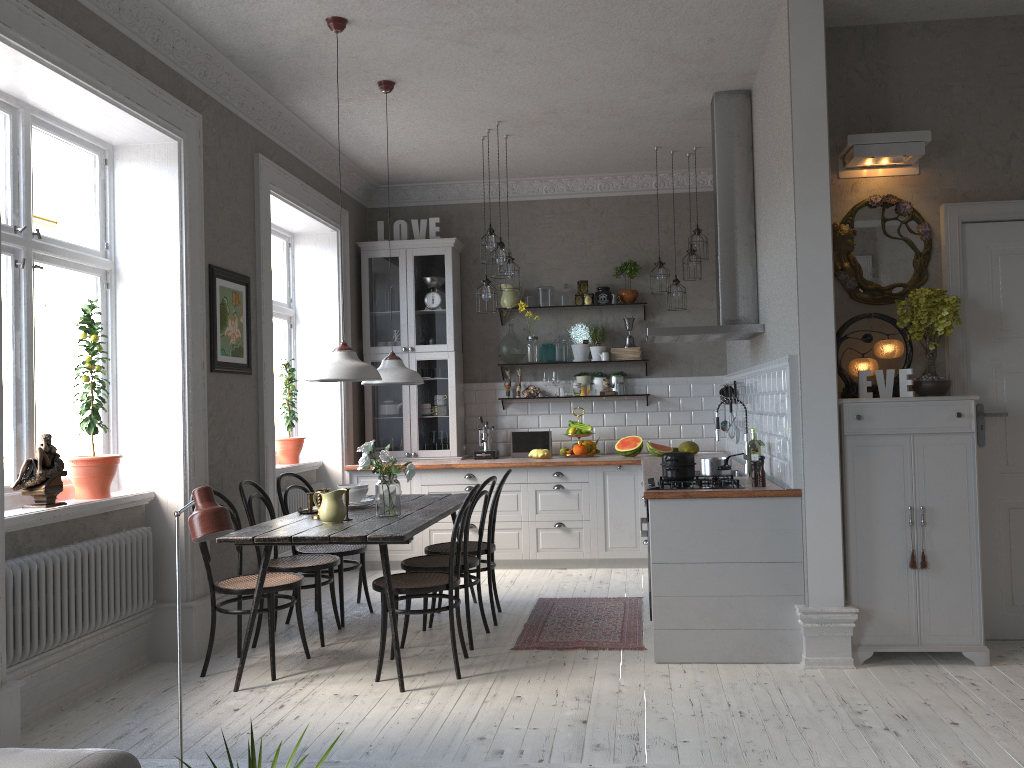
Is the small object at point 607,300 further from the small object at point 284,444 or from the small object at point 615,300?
the small object at point 284,444

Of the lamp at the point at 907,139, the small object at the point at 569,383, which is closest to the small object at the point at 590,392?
the small object at the point at 569,383

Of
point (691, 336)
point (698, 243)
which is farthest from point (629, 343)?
point (691, 336)

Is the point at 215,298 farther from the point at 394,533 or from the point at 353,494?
the point at 394,533

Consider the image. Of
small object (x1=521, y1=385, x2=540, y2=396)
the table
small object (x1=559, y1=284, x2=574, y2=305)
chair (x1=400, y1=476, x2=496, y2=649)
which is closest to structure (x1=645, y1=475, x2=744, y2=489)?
chair (x1=400, y1=476, x2=496, y2=649)

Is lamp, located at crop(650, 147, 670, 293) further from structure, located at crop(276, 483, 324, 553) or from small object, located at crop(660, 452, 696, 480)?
structure, located at crop(276, 483, 324, 553)

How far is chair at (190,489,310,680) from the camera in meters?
4.4 m

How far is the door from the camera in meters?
4.5

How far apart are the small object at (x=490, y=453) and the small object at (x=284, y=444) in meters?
1.5 m

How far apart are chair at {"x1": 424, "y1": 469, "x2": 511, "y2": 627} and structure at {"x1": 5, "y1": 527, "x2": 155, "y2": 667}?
1.56m
